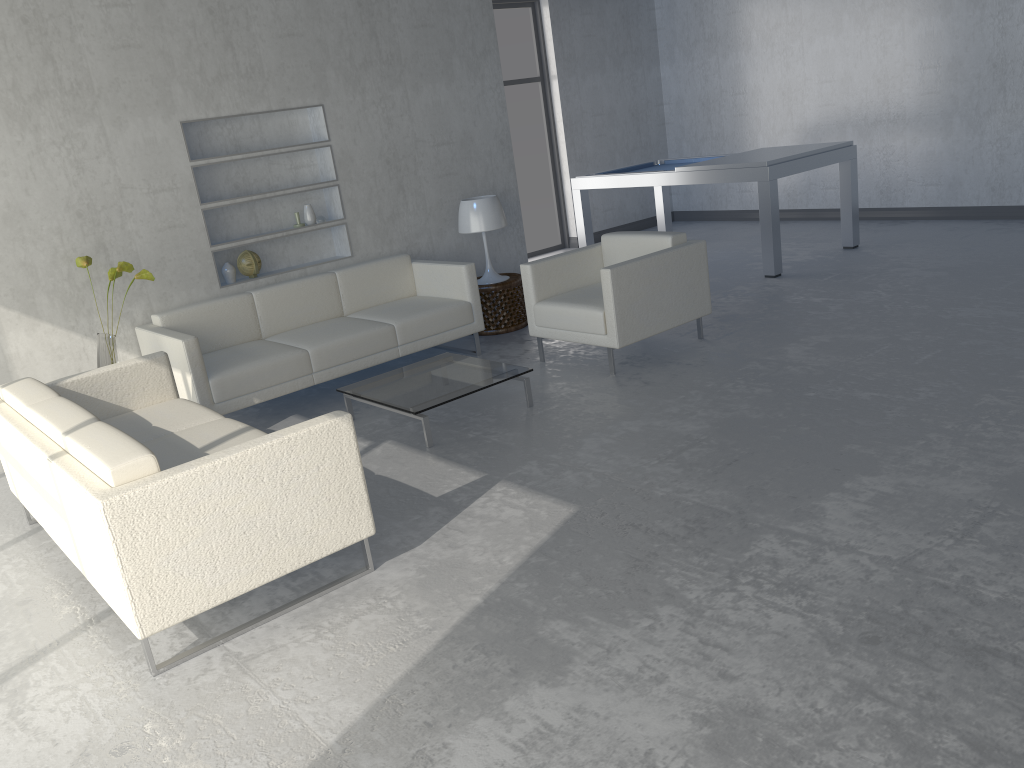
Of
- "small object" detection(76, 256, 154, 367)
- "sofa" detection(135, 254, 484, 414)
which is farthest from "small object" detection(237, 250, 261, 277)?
"small object" detection(76, 256, 154, 367)

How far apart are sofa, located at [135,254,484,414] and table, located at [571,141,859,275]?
2.34m

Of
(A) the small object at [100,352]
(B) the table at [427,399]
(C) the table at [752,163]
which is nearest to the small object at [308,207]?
(A) the small object at [100,352]

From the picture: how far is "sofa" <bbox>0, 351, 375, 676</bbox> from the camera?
2.53m

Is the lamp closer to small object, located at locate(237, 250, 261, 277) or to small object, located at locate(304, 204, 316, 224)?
small object, located at locate(304, 204, 316, 224)

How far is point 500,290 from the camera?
6.1m

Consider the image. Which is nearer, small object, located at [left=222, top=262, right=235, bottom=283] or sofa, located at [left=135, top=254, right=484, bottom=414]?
sofa, located at [left=135, top=254, right=484, bottom=414]

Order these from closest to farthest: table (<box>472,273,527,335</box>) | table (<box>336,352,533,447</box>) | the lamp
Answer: table (<box>336,352,533,447</box>) → the lamp → table (<box>472,273,527,335</box>)

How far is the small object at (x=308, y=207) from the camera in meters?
5.8

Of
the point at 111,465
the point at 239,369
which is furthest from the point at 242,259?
the point at 111,465
